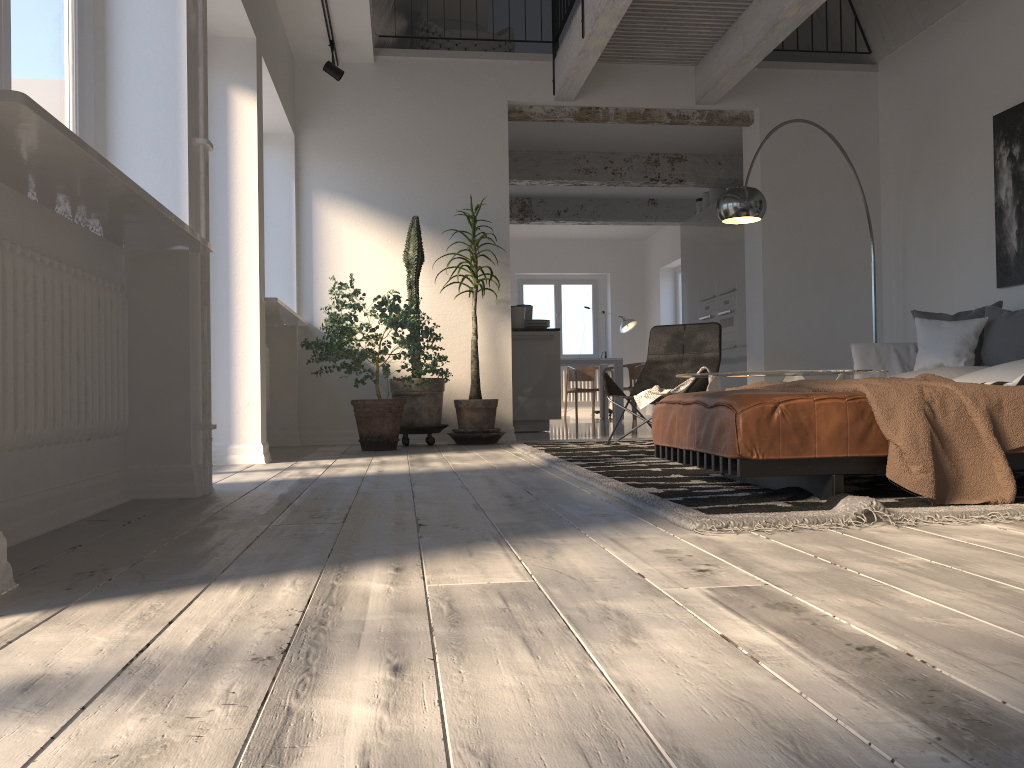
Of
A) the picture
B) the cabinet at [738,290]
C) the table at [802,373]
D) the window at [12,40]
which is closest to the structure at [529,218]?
the cabinet at [738,290]

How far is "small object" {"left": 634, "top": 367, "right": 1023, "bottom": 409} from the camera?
5.5m

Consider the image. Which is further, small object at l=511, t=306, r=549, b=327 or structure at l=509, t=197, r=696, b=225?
structure at l=509, t=197, r=696, b=225

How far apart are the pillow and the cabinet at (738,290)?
2.8m

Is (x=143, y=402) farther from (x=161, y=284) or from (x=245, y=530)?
(x=245, y=530)

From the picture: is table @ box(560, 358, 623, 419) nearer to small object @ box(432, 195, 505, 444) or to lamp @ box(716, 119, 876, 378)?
small object @ box(432, 195, 505, 444)

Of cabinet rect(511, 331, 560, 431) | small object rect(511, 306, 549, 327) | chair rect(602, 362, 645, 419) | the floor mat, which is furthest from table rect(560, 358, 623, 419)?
the floor mat

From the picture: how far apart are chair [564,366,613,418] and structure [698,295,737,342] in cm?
339

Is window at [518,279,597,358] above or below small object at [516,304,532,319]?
above

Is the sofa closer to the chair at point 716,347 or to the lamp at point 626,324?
the chair at point 716,347
